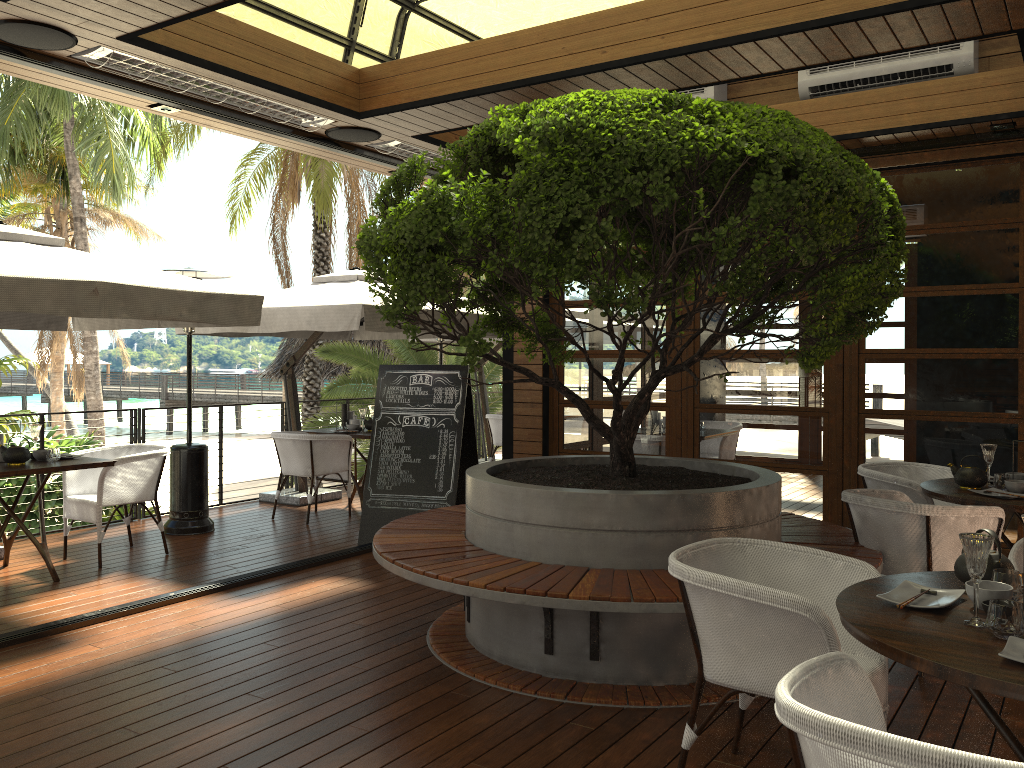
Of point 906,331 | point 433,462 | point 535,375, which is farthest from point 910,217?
point 433,462

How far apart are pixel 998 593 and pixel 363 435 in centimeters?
626cm

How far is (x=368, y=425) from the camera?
8.47m

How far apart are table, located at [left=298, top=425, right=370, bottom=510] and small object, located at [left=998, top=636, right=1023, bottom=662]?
6.42m

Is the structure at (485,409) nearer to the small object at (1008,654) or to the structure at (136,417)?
the structure at (136,417)

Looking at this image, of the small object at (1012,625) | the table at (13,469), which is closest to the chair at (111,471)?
the table at (13,469)

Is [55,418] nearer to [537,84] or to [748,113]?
[537,84]

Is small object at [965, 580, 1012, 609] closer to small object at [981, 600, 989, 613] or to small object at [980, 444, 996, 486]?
small object at [981, 600, 989, 613]

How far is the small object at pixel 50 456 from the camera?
5.8m

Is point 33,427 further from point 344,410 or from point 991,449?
point 991,449
